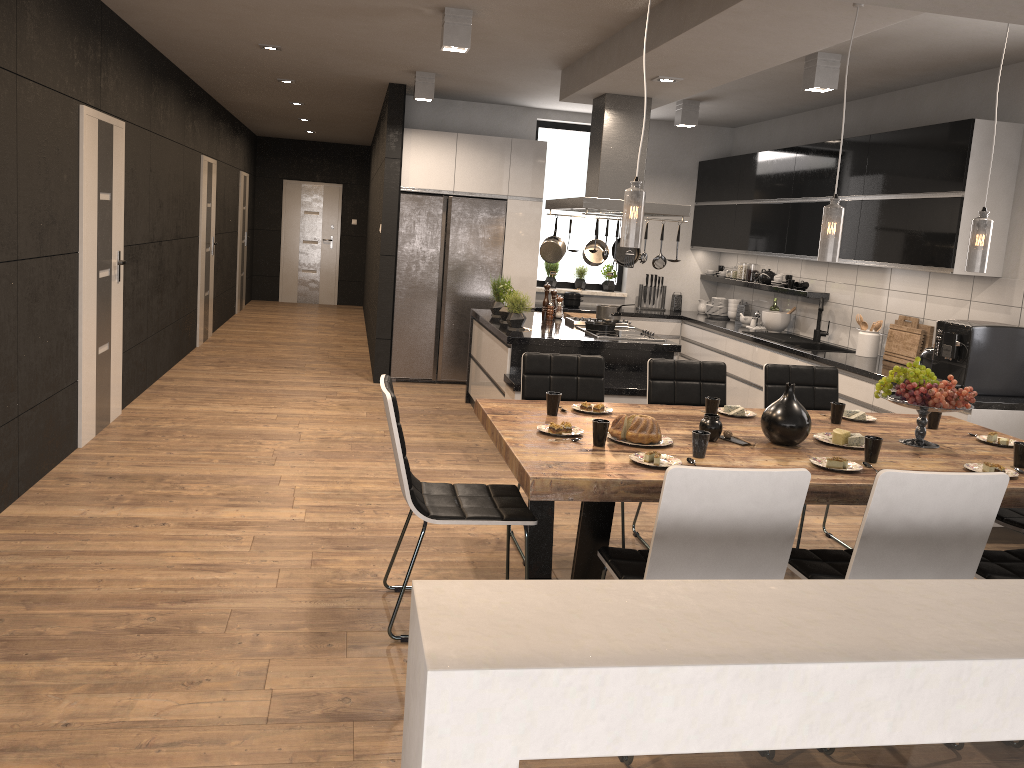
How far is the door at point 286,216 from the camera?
14.9 meters

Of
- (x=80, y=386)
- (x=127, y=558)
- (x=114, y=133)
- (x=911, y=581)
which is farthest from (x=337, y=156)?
(x=911, y=581)

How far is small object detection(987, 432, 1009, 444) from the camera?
3.8m

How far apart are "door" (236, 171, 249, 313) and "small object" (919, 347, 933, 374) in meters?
10.0 m

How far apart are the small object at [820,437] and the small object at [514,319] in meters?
2.9 m

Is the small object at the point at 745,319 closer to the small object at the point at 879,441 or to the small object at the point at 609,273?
the small object at the point at 609,273

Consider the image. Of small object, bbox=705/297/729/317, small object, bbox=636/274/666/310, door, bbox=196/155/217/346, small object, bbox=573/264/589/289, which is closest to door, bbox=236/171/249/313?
door, bbox=196/155/217/346

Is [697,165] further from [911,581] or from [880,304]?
[911,581]

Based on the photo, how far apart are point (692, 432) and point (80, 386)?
3.96m

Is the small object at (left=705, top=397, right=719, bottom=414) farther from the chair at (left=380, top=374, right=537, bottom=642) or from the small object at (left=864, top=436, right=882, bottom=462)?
the chair at (left=380, top=374, right=537, bottom=642)
